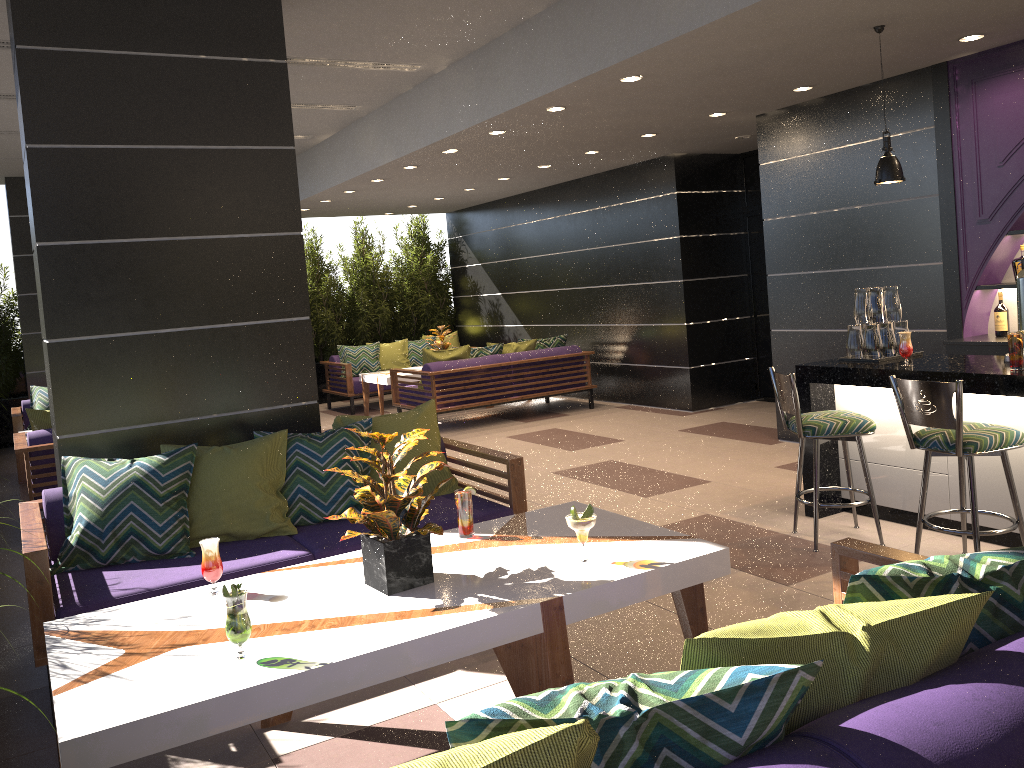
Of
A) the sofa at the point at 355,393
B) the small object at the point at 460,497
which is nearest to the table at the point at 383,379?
the sofa at the point at 355,393

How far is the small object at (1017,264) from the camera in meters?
5.7

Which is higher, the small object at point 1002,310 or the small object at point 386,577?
the small object at point 1002,310

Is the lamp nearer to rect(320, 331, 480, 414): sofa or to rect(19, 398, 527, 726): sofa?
rect(19, 398, 527, 726): sofa

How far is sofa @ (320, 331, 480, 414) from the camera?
11.6m

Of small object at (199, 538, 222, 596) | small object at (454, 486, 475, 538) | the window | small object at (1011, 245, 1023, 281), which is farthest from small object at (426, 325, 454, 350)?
small object at (199, 538, 222, 596)

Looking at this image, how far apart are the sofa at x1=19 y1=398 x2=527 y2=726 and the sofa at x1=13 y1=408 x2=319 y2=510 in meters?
2.2

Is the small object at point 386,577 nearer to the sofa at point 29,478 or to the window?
the sofa at point 29,478

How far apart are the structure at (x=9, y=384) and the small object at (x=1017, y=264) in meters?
7.0

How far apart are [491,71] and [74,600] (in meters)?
4.58
